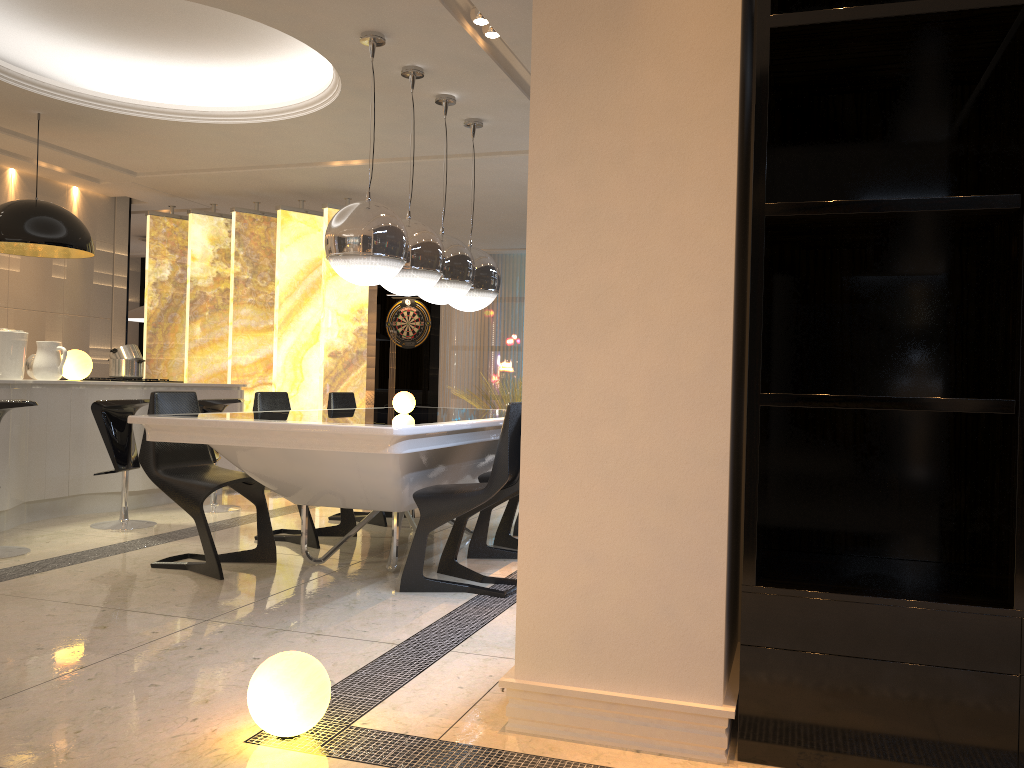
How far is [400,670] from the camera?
2.9 meters

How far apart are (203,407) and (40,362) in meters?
1.0 m

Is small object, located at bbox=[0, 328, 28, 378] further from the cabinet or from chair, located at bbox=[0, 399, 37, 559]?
chair, located at bbox=[0, 399, 37, 559]

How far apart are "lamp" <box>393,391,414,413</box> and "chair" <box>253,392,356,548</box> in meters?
0.8 m

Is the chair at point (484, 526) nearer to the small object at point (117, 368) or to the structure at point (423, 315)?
the small object at point (117, 368)

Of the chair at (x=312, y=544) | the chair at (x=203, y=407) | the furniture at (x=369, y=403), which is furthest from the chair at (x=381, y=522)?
the furniture at (x=369, y=403)

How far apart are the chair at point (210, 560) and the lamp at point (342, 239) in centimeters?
104cm

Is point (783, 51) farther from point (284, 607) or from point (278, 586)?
point (278, 586)

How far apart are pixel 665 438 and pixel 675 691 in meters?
0.6

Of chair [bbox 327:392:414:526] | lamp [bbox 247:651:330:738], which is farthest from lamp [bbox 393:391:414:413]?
lamp [bbox 247:651:330:738]
